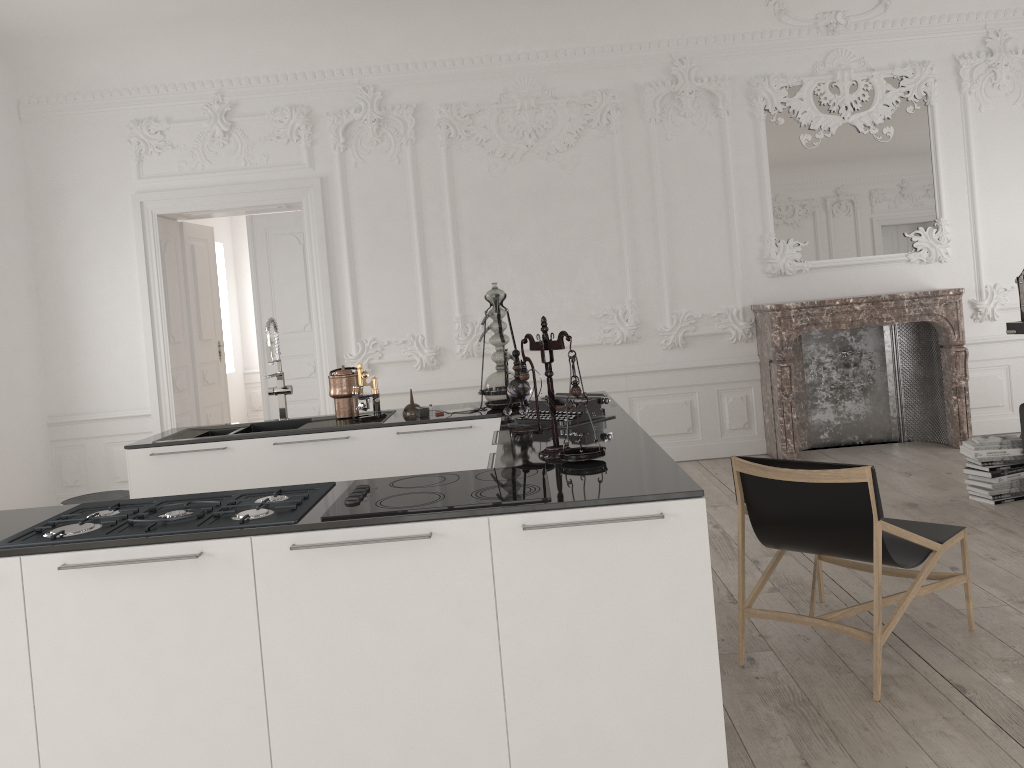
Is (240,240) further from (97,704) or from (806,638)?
(97,704)

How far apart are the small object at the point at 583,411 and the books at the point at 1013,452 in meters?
2.8

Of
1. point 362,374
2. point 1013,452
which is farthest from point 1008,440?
point 362,374

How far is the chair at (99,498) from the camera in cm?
478

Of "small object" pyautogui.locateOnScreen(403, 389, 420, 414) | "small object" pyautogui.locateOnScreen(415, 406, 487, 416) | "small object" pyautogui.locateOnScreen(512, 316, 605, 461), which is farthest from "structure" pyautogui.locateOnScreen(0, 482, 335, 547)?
"small object" pyautogui.locateOnScreen(403, 389, 420, 414)

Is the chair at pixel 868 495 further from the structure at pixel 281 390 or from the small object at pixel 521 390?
the structure at pixel 281 390

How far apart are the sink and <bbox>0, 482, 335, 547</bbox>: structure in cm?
173

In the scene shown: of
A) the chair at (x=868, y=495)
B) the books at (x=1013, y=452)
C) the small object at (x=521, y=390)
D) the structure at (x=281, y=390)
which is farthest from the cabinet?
the books at (x=1013, y=452)

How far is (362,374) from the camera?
4.6m

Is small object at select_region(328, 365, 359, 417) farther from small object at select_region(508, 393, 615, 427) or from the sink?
small object at select_region(508, 393, 615, 427)
